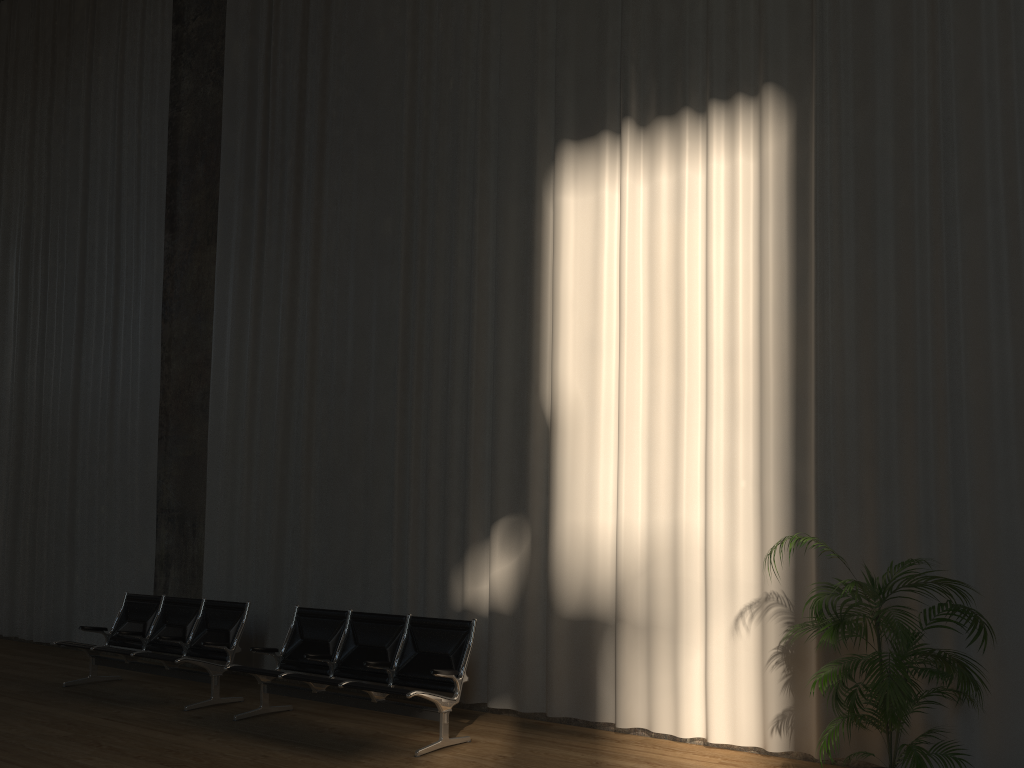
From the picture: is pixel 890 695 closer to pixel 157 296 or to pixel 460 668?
pixel 460 668

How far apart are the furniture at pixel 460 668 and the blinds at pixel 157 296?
3.3 meters

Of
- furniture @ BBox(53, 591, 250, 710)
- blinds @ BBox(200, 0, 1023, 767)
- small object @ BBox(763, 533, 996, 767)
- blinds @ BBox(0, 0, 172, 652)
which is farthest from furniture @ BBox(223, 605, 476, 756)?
blinds @ BBox(0, 0, 172, 652)

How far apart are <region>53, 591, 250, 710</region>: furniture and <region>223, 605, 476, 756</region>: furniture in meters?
0.6

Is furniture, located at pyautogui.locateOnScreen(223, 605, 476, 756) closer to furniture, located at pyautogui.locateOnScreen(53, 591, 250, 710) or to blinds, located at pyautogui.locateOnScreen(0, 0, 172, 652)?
furniture, located at pyautogui.locateOnScreen(53, 591, 250, 710)

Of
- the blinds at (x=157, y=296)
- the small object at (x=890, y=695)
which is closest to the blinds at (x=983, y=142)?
the small object at (x=890, y=695)

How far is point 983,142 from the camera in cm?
526

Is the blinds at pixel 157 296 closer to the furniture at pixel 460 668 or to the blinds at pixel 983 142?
the blinds at pixel 983 142

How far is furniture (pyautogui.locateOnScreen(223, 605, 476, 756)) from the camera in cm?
581

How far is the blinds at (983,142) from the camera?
5.3m
